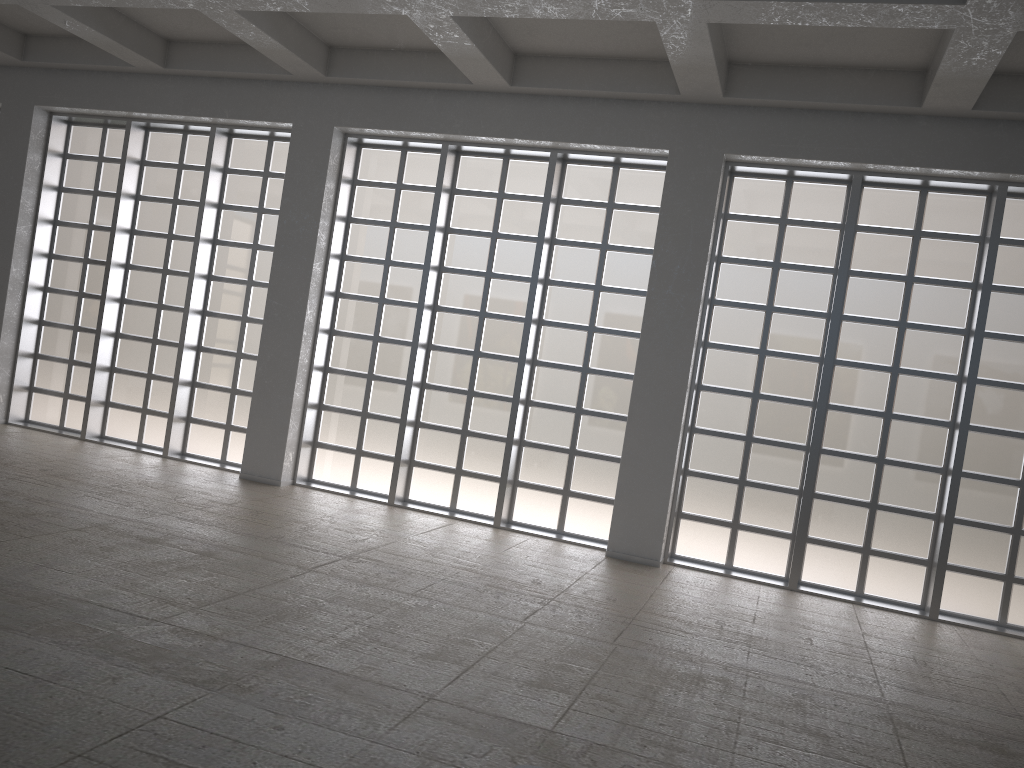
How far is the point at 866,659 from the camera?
12.2 meters

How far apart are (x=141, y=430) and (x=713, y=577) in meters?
13.7
